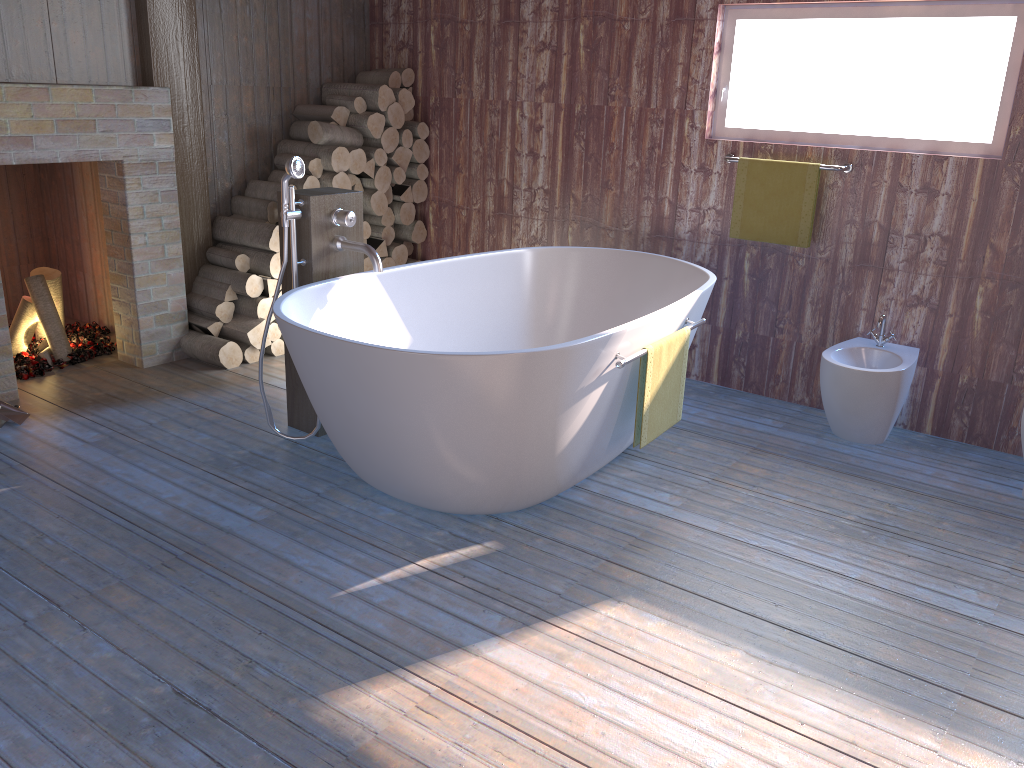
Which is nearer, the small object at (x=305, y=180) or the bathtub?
the bathtub

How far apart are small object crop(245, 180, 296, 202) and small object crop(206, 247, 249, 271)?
0.36m

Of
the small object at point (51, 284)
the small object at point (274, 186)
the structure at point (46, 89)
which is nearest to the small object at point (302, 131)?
the small object at point (274, 186)

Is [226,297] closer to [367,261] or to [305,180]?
[305,180]

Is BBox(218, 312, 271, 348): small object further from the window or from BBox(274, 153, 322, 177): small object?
the window

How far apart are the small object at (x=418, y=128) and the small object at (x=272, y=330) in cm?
143

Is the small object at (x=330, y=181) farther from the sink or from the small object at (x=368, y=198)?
the sink

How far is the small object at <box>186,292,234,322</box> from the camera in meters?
4.4 m

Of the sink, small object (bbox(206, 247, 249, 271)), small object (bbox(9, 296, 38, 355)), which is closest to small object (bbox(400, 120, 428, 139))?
small object (bbox(206, 247, 249, 271))

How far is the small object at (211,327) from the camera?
4.39m
